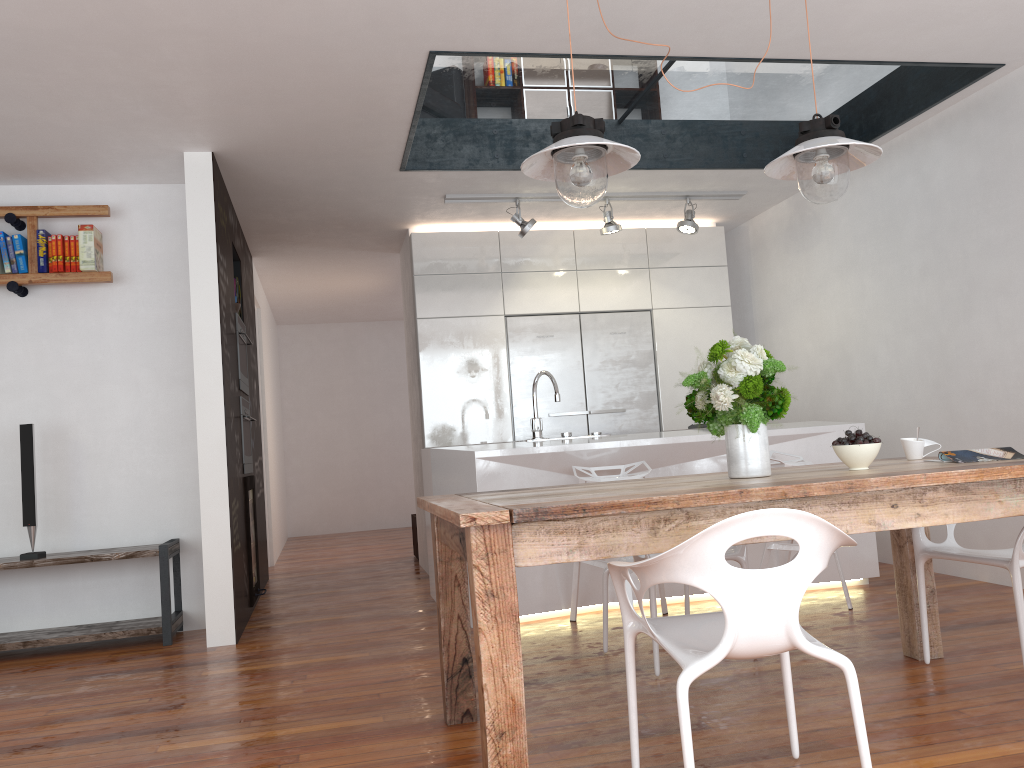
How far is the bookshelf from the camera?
4.7m

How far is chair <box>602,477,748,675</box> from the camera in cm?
327

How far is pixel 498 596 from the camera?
2.14m

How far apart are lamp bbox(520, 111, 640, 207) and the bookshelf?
2.97m

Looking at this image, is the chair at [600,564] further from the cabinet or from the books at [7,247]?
the books at [7,247]

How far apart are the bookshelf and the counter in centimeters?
196cm

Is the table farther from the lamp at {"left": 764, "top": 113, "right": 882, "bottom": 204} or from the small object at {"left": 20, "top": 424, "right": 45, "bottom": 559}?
the small object at {"left": 20, "top": 424, "right": 45, "bottom": 559}

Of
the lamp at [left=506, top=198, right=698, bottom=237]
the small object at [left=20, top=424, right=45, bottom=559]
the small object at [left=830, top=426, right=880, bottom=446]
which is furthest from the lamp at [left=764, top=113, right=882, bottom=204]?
the small object at [left=20, top=424, right=45, bottom=559]

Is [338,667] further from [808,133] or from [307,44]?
[808,133]

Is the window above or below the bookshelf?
above
